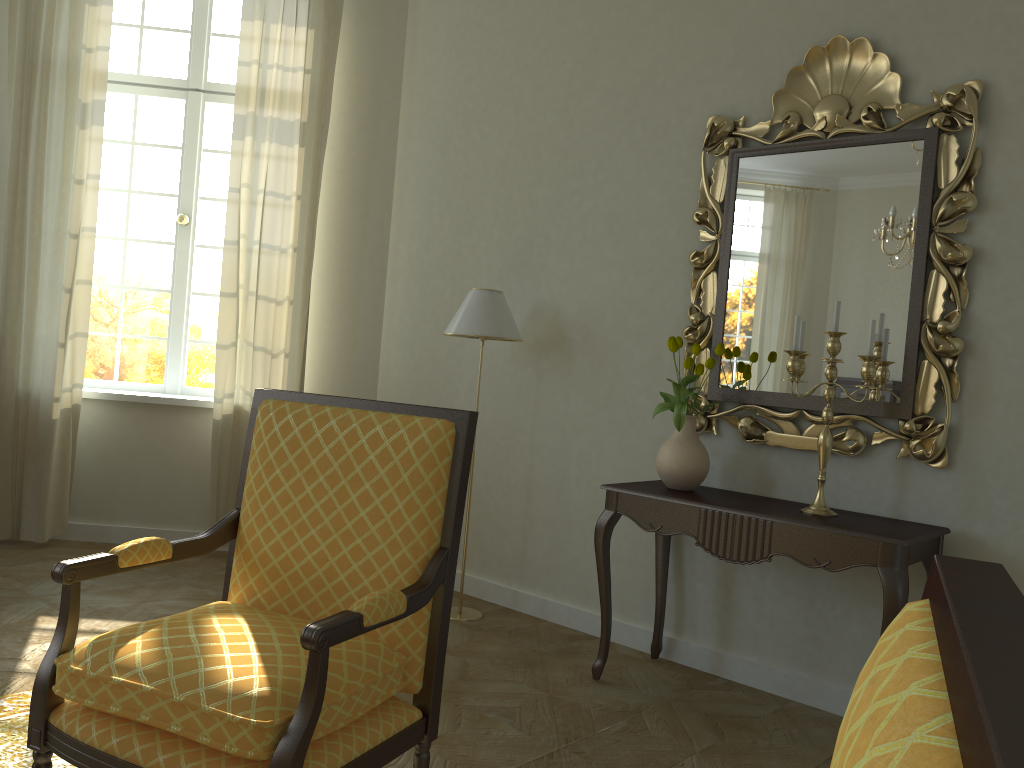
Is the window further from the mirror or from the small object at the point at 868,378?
the small object at the point at 868,378

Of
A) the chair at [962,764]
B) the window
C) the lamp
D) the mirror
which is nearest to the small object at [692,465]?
the mirror

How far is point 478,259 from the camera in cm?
468

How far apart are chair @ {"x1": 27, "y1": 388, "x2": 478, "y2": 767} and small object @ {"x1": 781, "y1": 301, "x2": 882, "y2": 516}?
1.4m

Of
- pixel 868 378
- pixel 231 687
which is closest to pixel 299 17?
pixel 868 378

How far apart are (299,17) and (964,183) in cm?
355

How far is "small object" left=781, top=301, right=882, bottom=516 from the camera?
3.0 meters

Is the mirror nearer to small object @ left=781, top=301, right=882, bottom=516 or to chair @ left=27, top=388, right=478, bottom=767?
small object @ left=781, top=301, right=882, bottom=516

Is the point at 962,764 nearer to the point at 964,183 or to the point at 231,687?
the point at 231,687

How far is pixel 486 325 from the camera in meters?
4.0 m
